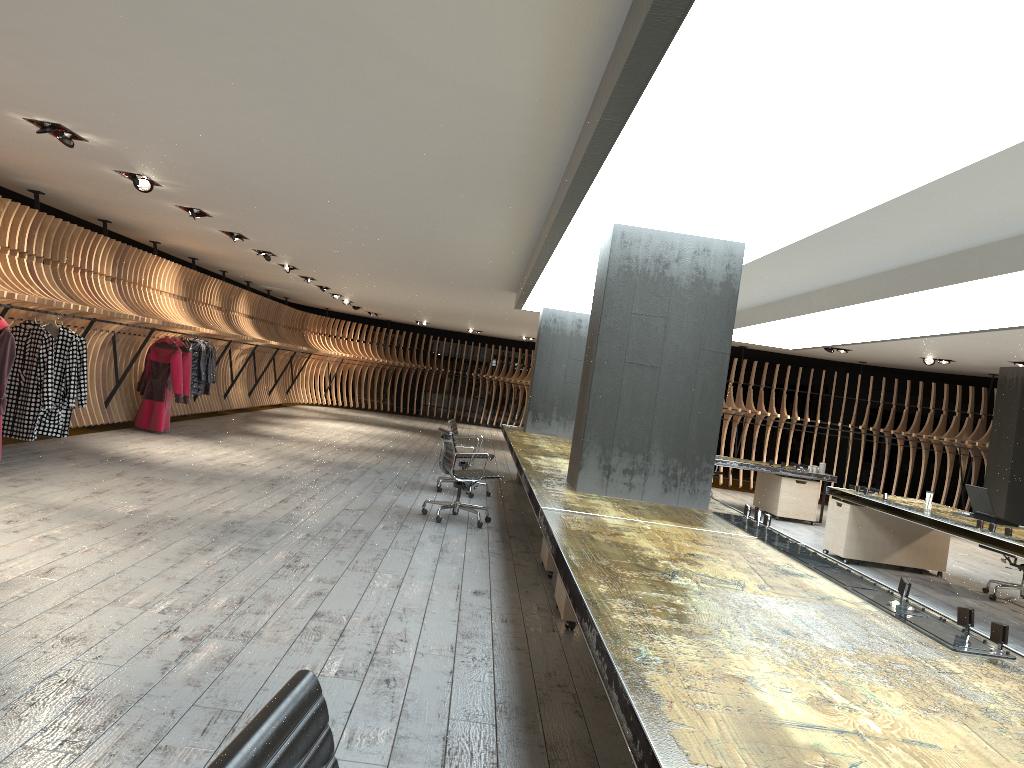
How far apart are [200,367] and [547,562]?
8.54m

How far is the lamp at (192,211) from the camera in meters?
9.6 m

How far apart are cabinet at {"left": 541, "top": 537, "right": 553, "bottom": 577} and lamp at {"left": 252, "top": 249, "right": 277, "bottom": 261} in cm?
795

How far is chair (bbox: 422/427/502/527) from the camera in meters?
8.4

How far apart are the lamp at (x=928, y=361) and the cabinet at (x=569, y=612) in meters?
11.0 m

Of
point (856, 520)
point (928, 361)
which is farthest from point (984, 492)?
point (928, 361)

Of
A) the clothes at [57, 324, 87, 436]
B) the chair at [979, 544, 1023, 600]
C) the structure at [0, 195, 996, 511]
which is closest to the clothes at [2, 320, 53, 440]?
the structure at [0, 195, 996, 511]

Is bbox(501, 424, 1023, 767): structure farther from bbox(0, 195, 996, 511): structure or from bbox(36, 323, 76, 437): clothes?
bbox(36, 323, 76, 437): clothes

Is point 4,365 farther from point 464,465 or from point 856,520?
point 856,520

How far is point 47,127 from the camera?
6.45m
